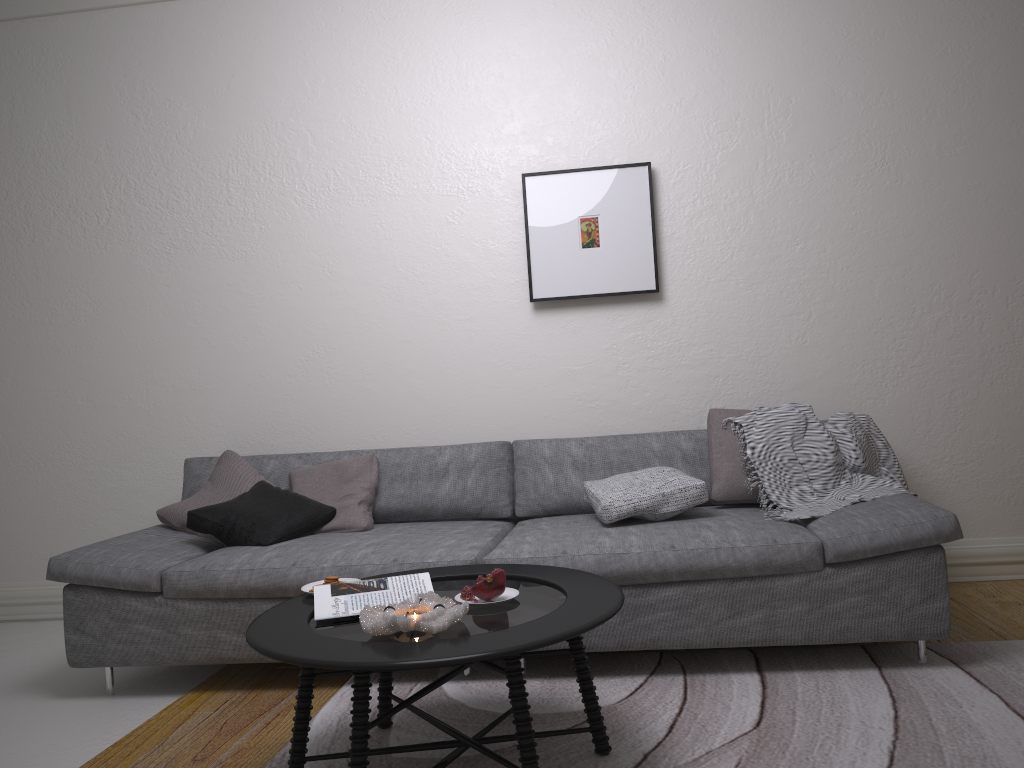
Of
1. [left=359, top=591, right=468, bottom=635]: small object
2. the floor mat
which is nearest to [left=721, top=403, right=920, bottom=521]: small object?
the floor mat

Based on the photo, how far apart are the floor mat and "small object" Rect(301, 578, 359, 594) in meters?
0.4

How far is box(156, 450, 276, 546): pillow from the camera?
3.63m

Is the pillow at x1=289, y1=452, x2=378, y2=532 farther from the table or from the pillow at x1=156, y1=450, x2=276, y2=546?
the table

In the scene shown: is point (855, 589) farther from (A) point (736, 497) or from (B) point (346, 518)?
(B) point (346, 518)

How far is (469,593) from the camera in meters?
2.3

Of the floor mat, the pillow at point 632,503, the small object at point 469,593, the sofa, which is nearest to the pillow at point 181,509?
the sofa

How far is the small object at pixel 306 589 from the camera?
2.5m

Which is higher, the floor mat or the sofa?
the sofa

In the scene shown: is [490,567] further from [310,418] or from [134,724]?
[310,418]
